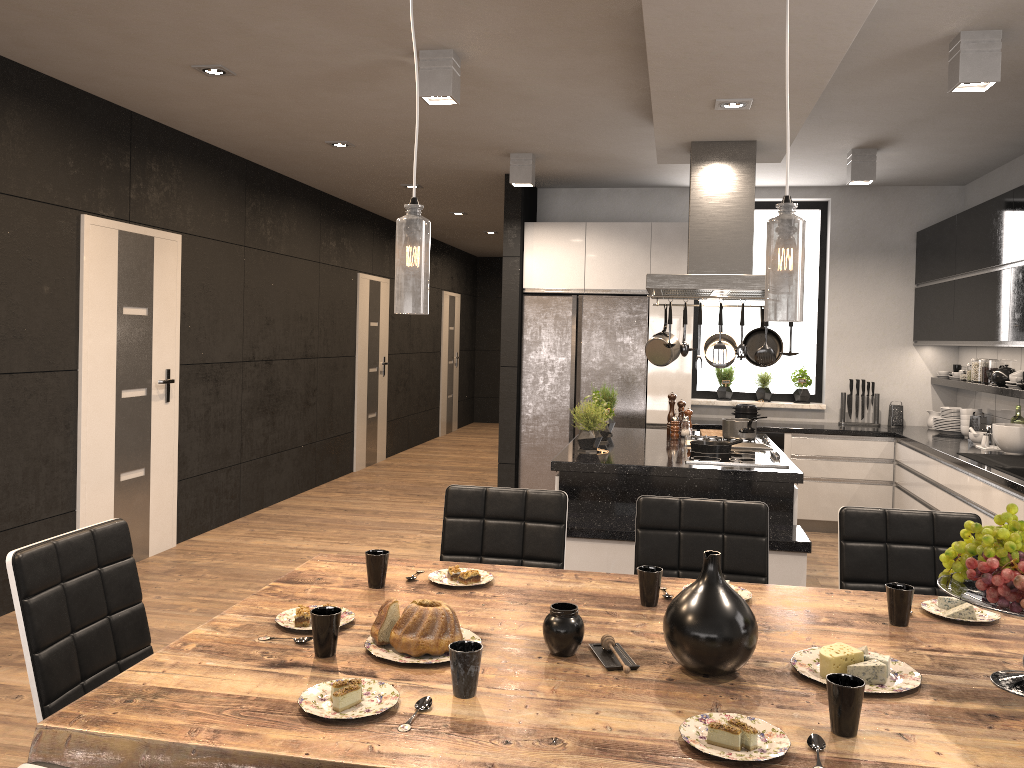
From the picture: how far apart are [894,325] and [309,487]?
5.24m

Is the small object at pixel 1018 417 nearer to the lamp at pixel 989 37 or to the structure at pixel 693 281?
the structure at pixel 693 281

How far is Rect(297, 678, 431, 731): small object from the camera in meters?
1.6

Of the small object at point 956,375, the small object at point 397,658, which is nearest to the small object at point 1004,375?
the small object at point 956,375

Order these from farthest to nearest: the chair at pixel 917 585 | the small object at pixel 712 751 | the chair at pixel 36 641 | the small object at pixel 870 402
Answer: the small object at pixel 870 402, the chair at pixel 917 585, the chair at pixel 36 641, the small object at pixel 712 751

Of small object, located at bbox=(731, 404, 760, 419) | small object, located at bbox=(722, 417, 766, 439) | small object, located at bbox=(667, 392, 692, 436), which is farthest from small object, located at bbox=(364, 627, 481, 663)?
small object, located at bbox=(731, 404, 760, 419)

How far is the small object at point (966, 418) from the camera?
6.33m

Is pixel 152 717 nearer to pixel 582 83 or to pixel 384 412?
pixel 582 83

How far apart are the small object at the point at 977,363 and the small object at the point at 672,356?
2.50m

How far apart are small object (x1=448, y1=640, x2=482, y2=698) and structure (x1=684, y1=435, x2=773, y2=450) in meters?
3.7
